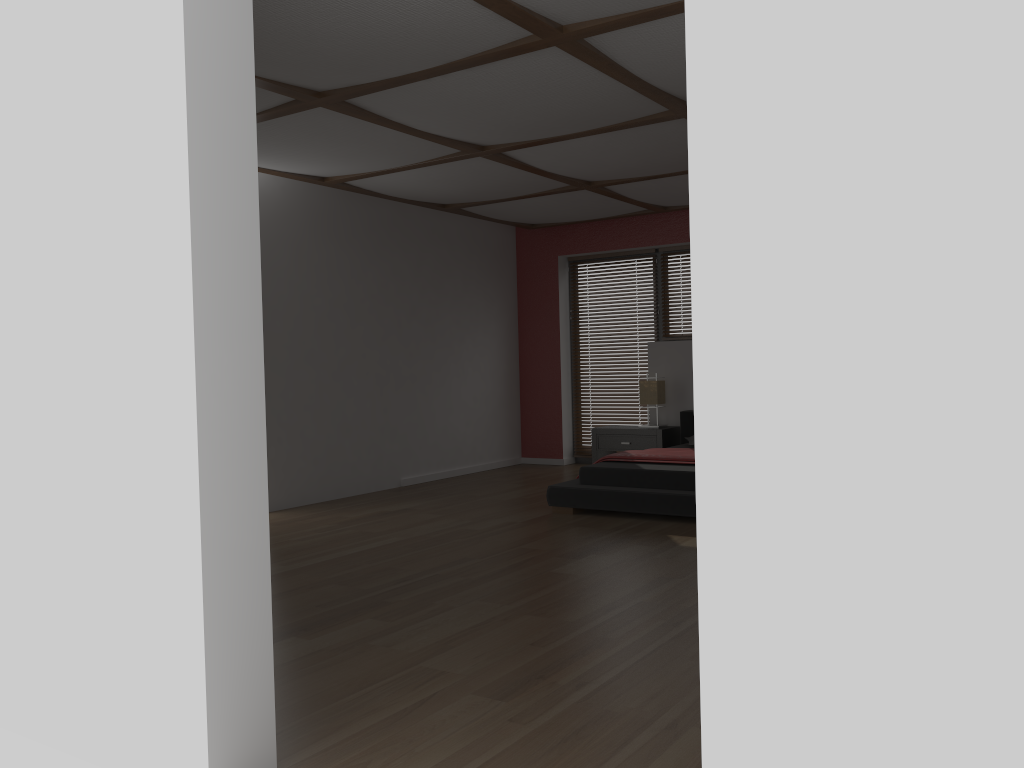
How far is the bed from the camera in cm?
558

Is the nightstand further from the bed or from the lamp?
the lamp

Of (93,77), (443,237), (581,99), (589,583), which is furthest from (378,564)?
(443,237)

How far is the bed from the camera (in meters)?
5.58

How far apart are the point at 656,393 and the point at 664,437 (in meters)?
0.41

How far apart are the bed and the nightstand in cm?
9

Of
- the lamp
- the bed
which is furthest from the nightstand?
the lamp

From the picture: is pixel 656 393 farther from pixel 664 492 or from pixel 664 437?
pixel 664 492

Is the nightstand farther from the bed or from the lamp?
the lamp

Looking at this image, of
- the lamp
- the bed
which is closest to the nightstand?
the bed
